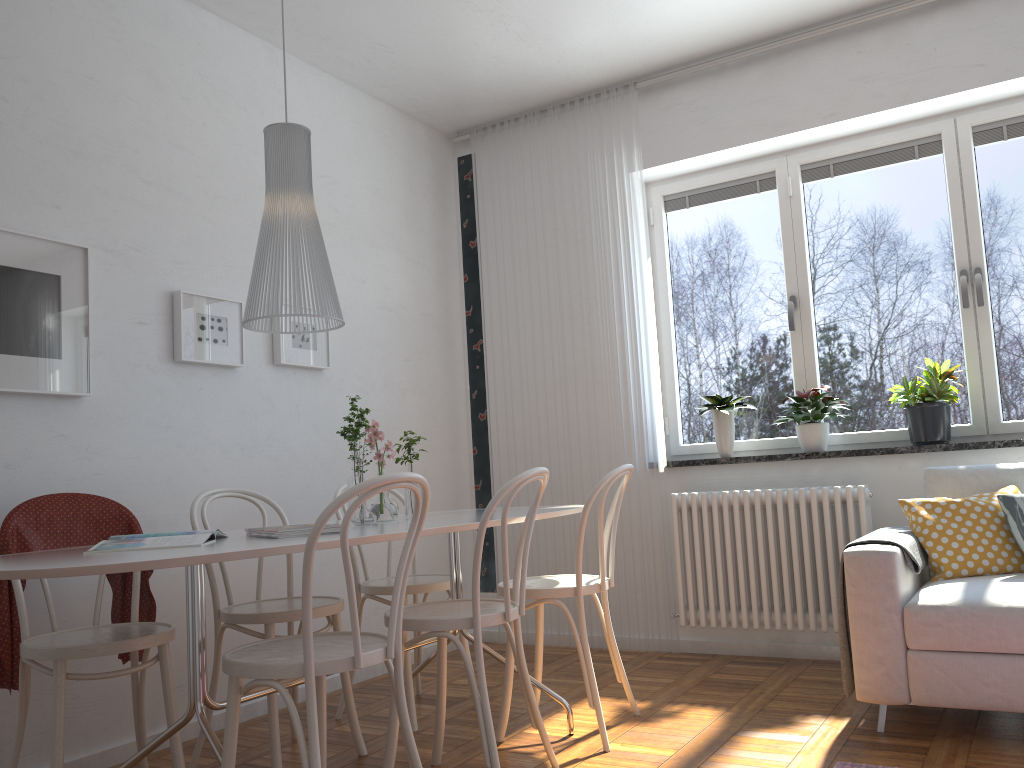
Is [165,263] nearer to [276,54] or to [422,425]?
[276,54]

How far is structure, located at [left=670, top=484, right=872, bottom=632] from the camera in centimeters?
382cm

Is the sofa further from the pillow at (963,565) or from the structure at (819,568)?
the structure at (819,568)

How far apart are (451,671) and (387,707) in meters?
0.7

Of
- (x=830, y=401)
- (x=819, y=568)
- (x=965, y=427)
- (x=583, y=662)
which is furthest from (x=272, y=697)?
(x=965, y=427)

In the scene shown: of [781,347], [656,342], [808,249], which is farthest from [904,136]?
[656,342]

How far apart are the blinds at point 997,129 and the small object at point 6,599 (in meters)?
3.15

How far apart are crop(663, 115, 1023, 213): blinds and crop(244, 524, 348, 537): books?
3.1m

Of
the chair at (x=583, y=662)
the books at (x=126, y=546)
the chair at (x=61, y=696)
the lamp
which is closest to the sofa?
the chair at (x=583, y=662)

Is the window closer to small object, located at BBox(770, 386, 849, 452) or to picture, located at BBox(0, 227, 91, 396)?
small object, located at BBox(770, 386, 849, 452)
